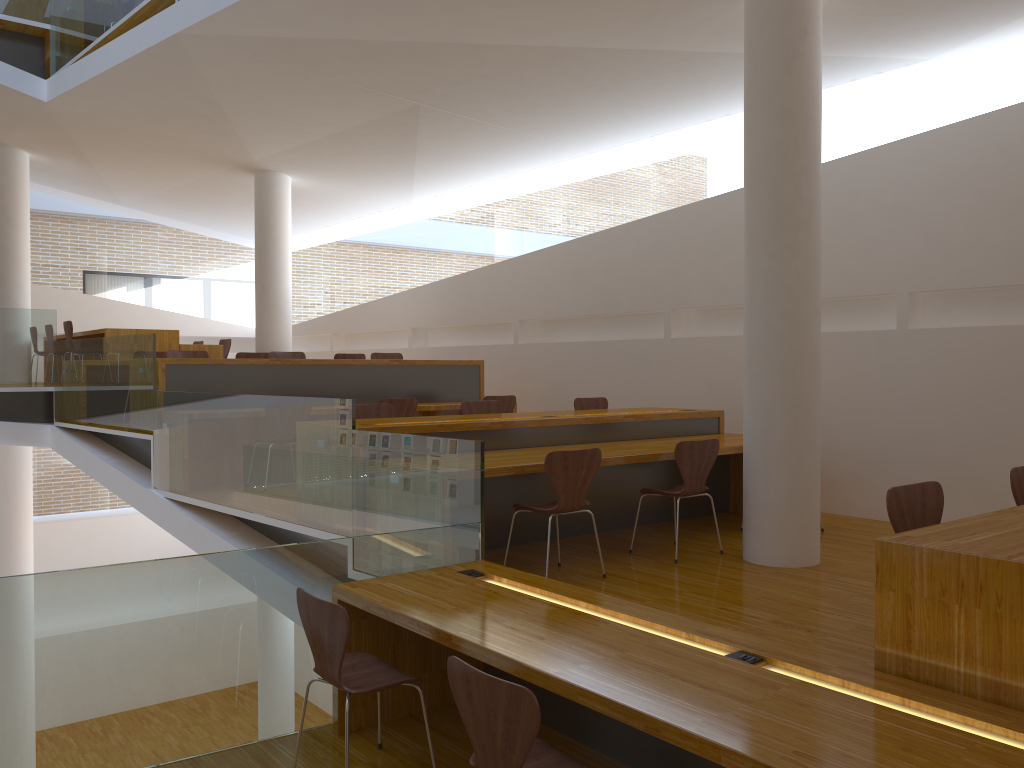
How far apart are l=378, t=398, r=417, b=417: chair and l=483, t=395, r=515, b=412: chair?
1.0m

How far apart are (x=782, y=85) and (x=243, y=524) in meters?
4.6 m

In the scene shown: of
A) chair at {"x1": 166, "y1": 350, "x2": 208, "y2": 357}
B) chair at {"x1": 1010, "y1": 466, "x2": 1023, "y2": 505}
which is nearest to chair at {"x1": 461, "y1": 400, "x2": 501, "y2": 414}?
chair at {"x1": 166, "y1": 350, "x2": 208, "y2": 357}

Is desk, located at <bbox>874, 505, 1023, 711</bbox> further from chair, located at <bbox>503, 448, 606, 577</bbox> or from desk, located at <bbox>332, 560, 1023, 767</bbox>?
chair, located at <bbox>503, 448, 606, 577</bbox>

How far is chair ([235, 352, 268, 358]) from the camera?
9.01m

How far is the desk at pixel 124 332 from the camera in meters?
9.4

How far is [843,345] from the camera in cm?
665

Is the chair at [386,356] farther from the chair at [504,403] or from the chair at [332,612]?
the chair at [332,612]

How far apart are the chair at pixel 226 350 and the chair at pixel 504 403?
4.3m

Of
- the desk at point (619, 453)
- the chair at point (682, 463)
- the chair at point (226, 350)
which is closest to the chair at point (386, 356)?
the chair at point (226, 350)
